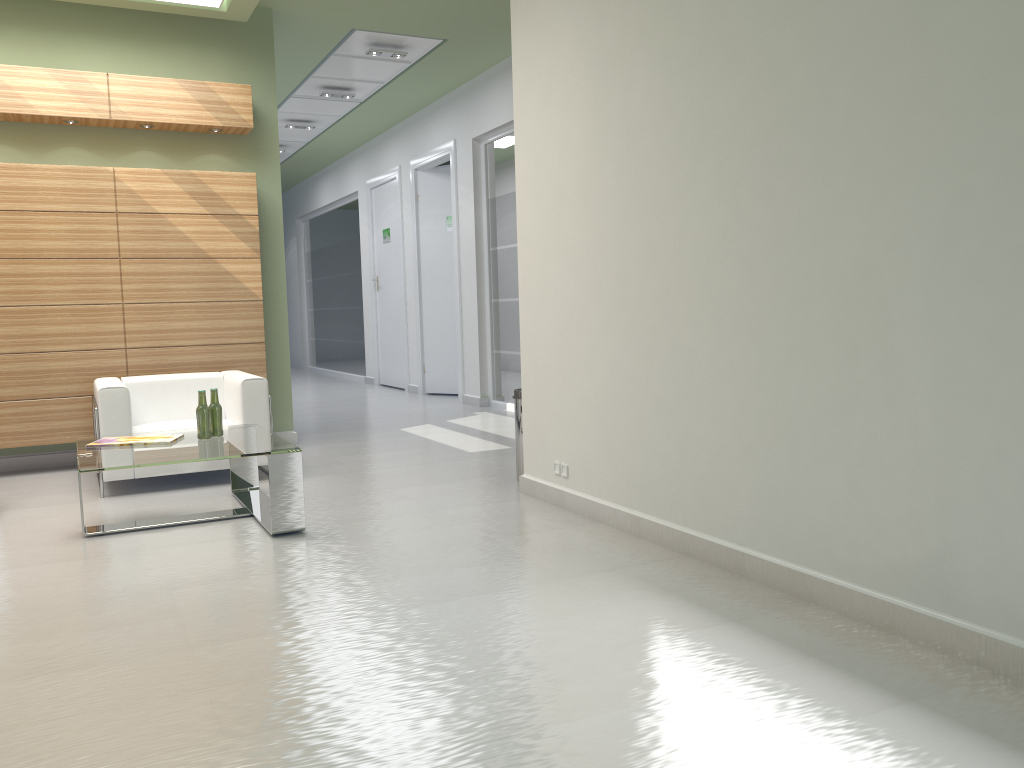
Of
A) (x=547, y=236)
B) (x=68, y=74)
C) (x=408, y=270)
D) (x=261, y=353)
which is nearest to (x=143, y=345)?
(x=261, y=353)

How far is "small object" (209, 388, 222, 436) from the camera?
8.7m

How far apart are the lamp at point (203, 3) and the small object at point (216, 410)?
5.8 meters

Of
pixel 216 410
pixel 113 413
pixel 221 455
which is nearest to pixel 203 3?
pixel 113 413

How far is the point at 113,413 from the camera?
9.7 meters

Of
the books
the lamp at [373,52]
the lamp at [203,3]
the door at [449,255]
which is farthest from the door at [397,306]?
the books

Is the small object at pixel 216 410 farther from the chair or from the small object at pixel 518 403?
the small object at pixel 518 403

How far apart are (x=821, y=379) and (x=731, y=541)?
1.5 meters

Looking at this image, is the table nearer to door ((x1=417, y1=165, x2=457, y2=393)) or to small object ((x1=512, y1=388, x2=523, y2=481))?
small object ((x1=512, y1=388, x2=523, y2=481))

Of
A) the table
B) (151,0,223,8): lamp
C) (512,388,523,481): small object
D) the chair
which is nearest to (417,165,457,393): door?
(151,0,223,8): lamp
